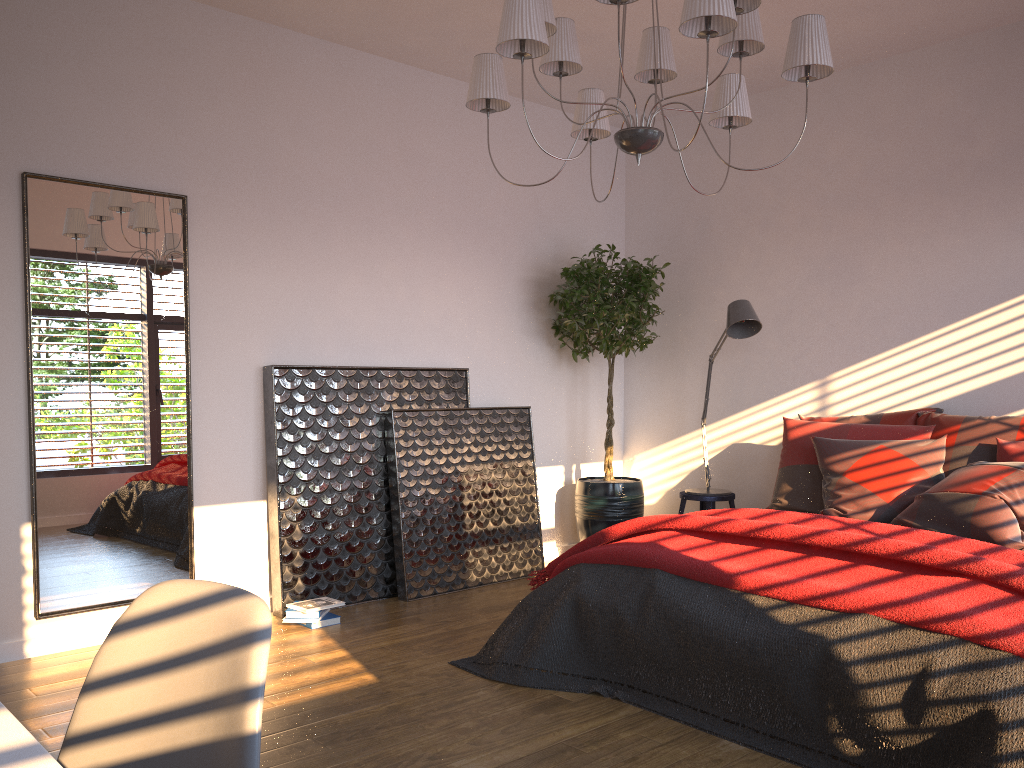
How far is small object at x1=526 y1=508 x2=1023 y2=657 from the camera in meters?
2.5

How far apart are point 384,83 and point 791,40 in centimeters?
264cm

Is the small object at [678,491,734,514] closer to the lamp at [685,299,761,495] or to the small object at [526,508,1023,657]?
the lamp at [685,299,761,495]

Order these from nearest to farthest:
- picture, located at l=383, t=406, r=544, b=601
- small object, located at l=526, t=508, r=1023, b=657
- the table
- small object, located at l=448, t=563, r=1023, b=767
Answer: the table < small object, located at l=448, t=563, r=1023, b=767 < small object, located at l=526, t=508, r=1023, b=657 < picture, located at l=383, t=406, r=544, b=601

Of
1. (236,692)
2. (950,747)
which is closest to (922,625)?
(950,747)

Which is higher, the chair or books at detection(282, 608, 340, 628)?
the chair

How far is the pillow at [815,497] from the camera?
4.32m

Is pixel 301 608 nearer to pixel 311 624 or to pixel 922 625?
pixel 311 624

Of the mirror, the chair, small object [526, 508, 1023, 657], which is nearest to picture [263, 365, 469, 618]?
the mirror

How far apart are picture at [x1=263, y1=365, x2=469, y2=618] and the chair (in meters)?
3.12
